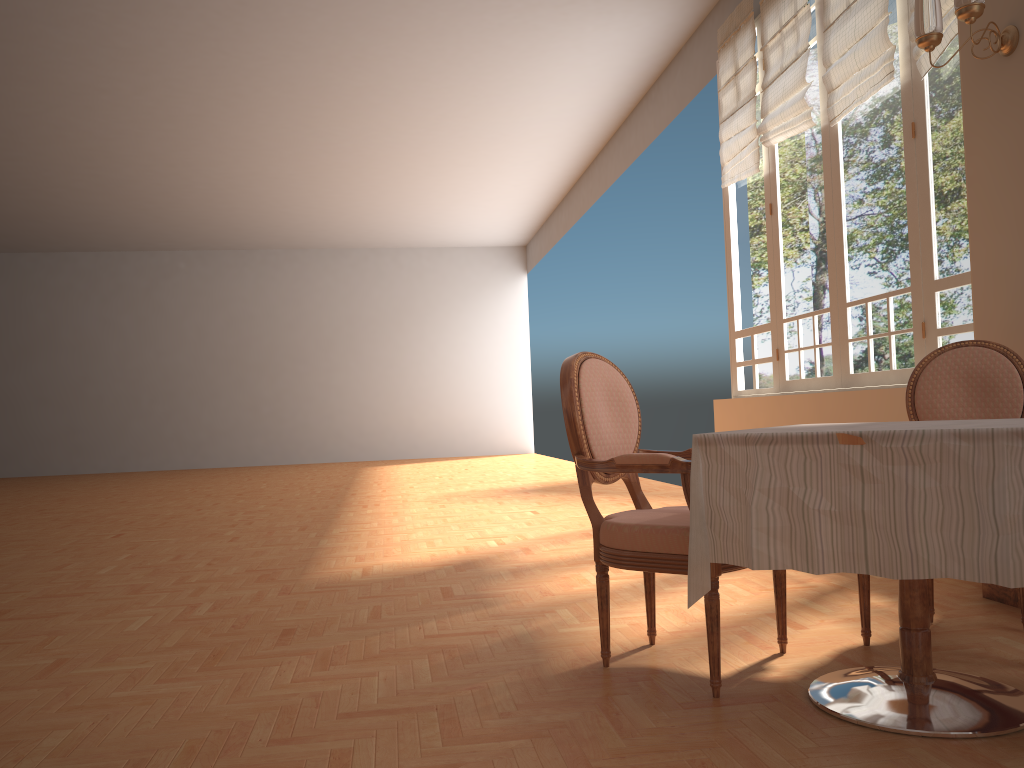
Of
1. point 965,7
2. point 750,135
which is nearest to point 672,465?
point 965,7

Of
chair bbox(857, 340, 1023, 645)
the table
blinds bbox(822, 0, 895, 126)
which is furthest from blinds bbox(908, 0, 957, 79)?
the table

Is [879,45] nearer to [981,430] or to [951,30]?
[951,30]

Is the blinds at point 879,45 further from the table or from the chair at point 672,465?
the table

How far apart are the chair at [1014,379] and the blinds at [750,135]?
3.5m

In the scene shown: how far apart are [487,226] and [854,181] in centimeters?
1062cm

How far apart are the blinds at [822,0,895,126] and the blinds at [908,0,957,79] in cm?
20

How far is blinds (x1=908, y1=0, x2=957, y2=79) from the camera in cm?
403

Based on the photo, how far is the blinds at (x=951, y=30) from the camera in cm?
403

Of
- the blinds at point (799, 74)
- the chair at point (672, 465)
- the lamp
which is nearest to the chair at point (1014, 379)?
the chair at point (672, 465)
